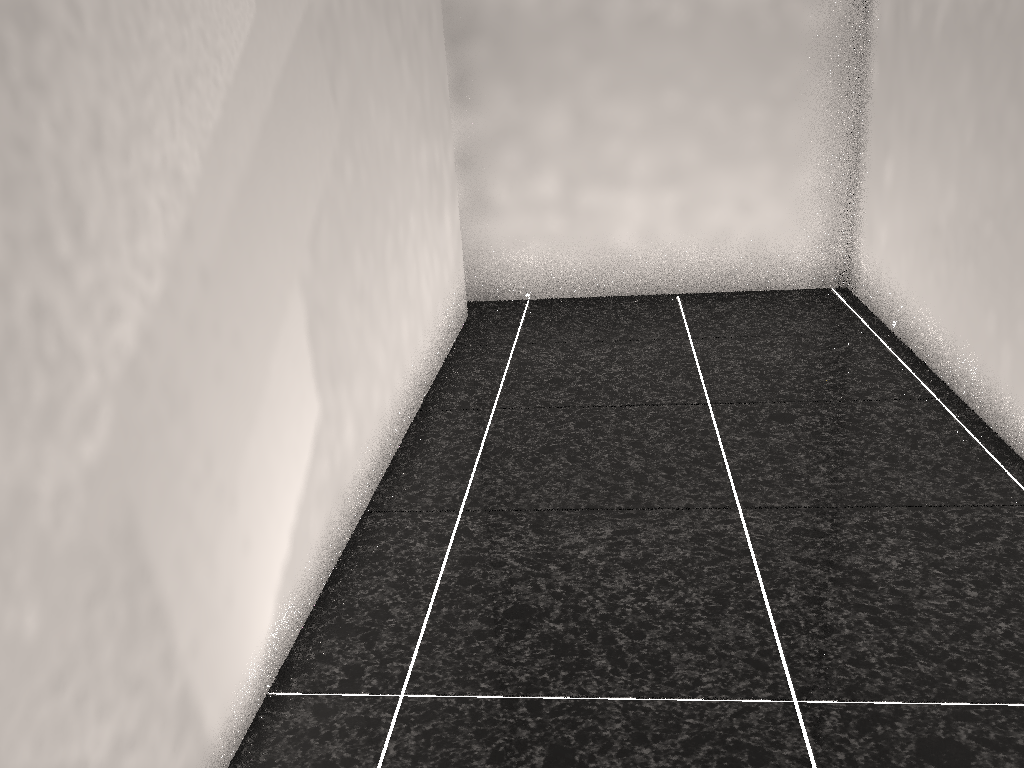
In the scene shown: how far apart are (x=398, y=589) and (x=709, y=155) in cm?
230
